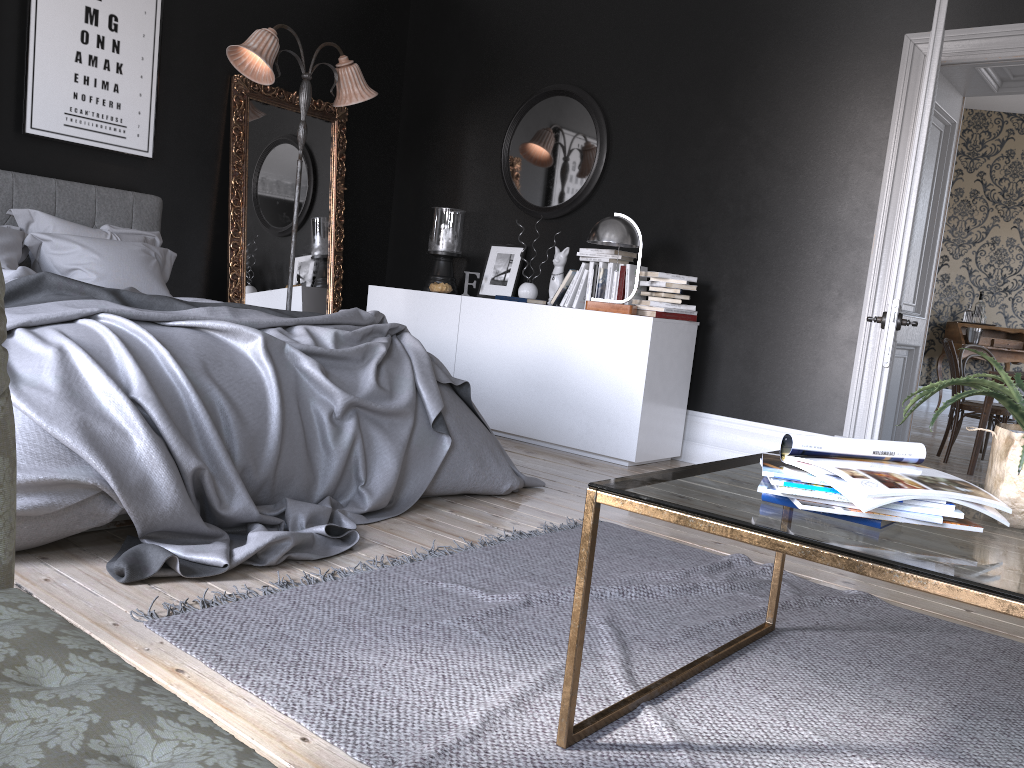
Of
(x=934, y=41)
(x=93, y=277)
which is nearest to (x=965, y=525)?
(x=934, y=41)

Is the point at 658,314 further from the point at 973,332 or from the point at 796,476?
the point at 973,332

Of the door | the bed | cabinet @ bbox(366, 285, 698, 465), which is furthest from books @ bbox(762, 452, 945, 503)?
cabinet @ bbox(366, 285, 698, 465)

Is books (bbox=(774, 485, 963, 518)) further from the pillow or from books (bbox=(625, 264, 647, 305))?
the pillow

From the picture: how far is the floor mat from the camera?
1.87m

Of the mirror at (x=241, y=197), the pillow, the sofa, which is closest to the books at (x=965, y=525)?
the sofa

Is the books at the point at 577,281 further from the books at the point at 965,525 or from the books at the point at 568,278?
the books at the point at 965,525

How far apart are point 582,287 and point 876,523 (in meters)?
4.20

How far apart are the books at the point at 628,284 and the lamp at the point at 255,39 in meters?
2.1 m

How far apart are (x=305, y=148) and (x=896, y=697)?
5.5m
